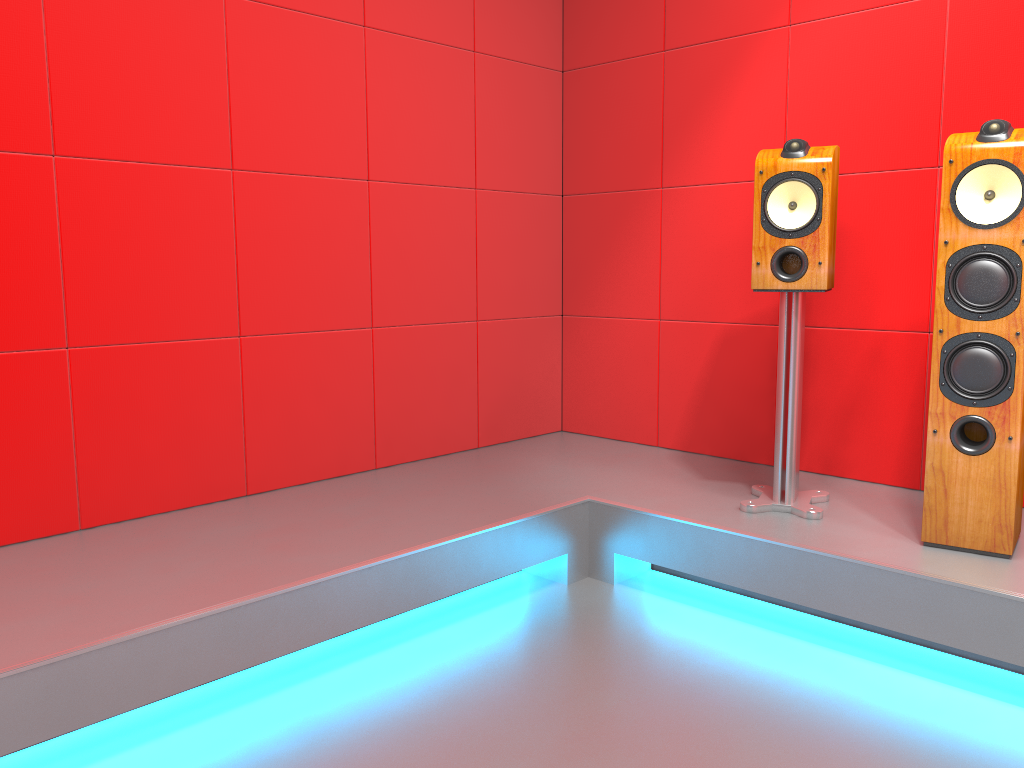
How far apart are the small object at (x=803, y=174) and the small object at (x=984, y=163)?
0.3m

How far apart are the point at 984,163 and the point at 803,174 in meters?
0.5

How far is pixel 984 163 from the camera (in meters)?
2.08

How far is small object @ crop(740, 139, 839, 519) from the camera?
2.41m

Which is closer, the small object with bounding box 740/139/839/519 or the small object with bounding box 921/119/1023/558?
the small object with bounding box 921/119/1023/558

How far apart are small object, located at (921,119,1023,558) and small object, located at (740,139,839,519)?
0.3 meters
